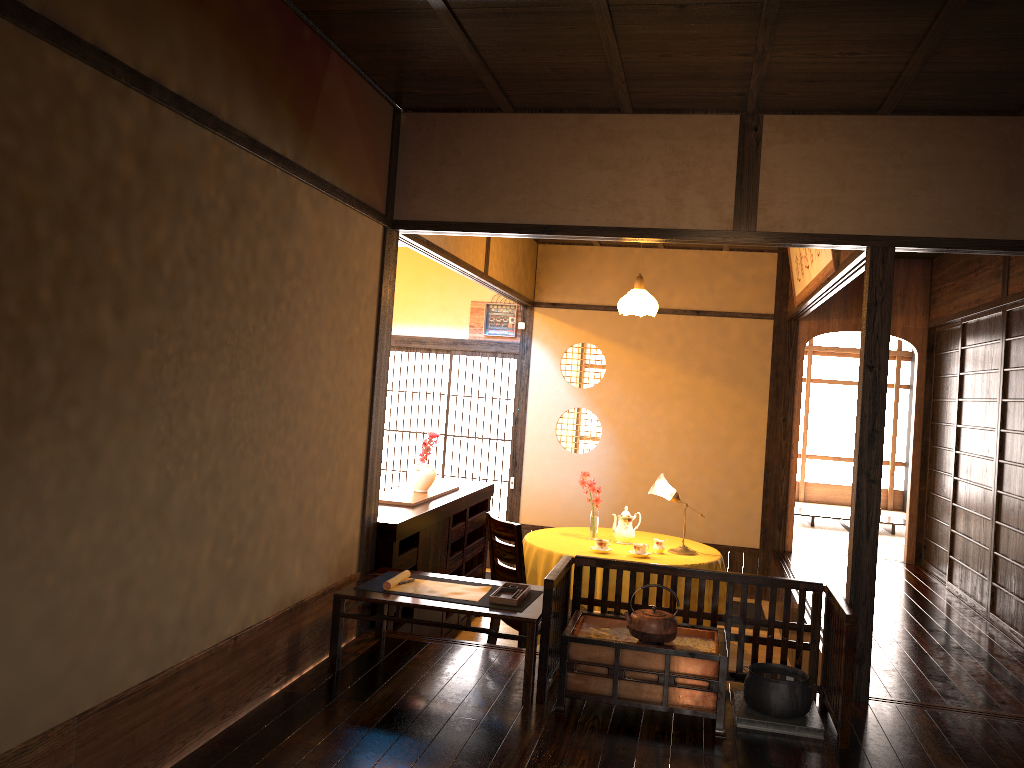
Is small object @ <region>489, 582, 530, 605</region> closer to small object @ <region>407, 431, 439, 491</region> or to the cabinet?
the cabinet

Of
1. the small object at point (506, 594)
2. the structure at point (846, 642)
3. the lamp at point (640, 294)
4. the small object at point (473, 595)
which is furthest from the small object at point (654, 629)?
the lamp at point (640, 294)

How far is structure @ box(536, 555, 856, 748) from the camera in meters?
3.4

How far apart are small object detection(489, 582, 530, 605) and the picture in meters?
2.5

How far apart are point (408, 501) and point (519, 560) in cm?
78

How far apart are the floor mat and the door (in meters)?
2.26

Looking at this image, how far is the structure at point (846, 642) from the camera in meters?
3.4 m

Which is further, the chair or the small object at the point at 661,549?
the small object at the point at 661,549

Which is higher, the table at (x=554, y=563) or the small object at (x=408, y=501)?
the small object at (x=408, y=501)

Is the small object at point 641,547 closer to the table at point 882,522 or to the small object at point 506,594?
the small object at point 506,594
